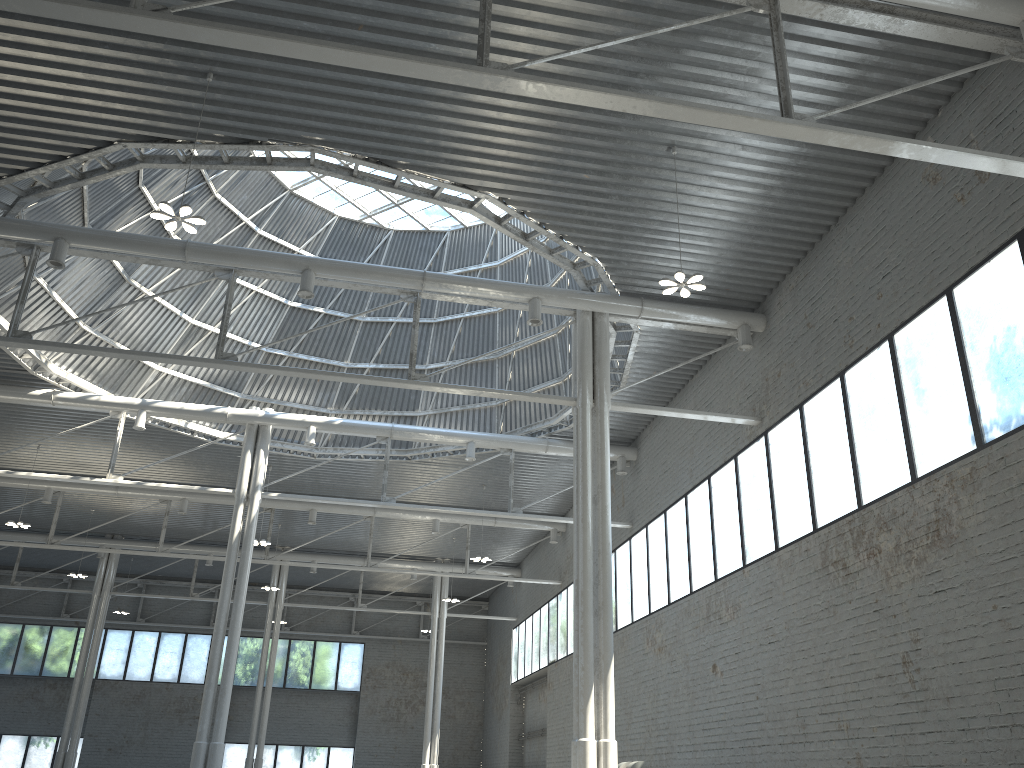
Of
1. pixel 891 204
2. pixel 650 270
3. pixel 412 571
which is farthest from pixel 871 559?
pixel 412 571
